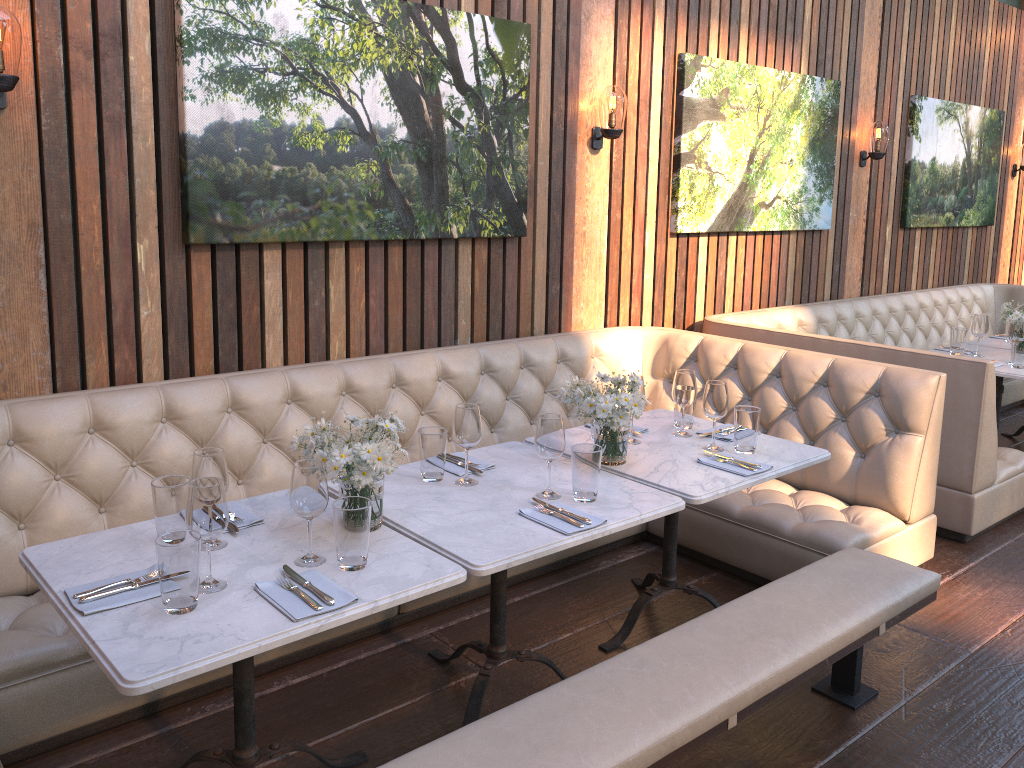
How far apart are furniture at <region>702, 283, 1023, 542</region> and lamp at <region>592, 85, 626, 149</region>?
1.2 meters

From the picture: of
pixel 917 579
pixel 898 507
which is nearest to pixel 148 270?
pixel 917 579

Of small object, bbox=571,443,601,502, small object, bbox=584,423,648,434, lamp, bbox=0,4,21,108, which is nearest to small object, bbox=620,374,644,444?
small object, bbox=584,423,648,434

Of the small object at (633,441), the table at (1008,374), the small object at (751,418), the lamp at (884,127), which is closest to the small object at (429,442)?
the small object at (633,441)

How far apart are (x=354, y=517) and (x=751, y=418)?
1.6 meters

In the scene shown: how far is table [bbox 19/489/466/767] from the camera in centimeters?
173cm

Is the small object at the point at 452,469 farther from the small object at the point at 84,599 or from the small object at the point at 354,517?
the small object at the point at 84,599

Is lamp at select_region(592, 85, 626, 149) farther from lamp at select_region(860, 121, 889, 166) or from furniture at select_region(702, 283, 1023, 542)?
lamp at select_region(860, 121, 889, 166)

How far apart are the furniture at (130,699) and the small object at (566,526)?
1.0m

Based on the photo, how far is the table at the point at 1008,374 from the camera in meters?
4.7
